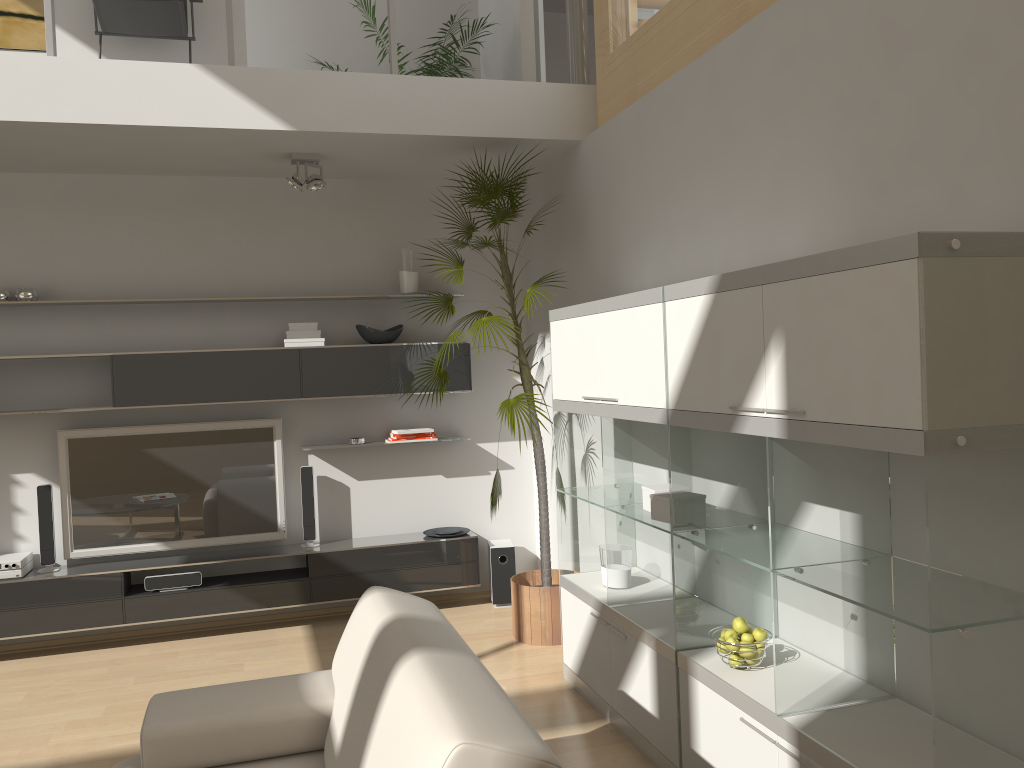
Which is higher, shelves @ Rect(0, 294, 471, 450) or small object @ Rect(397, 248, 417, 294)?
small object @ Rect(397, 248, 417, 294)

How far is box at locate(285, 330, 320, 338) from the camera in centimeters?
520cm

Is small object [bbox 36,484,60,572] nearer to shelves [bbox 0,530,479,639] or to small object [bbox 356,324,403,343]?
shelves [bbox 0,530,479,639]

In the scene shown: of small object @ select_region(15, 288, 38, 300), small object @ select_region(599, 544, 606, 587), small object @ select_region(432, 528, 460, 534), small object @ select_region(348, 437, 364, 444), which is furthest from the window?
small object @ select_region(15, 288, 38, 300)

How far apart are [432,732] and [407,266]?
4.1m

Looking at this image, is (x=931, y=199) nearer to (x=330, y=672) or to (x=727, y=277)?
(x=727, y=277)

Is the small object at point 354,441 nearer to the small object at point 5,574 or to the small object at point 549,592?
the small object at point 549,592

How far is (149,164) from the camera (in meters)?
4.93

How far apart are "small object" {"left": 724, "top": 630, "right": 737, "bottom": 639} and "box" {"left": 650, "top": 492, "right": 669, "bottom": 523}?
0.50m

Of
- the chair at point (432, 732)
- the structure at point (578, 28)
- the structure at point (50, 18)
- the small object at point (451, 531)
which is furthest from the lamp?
the chair at point (432, 732)
